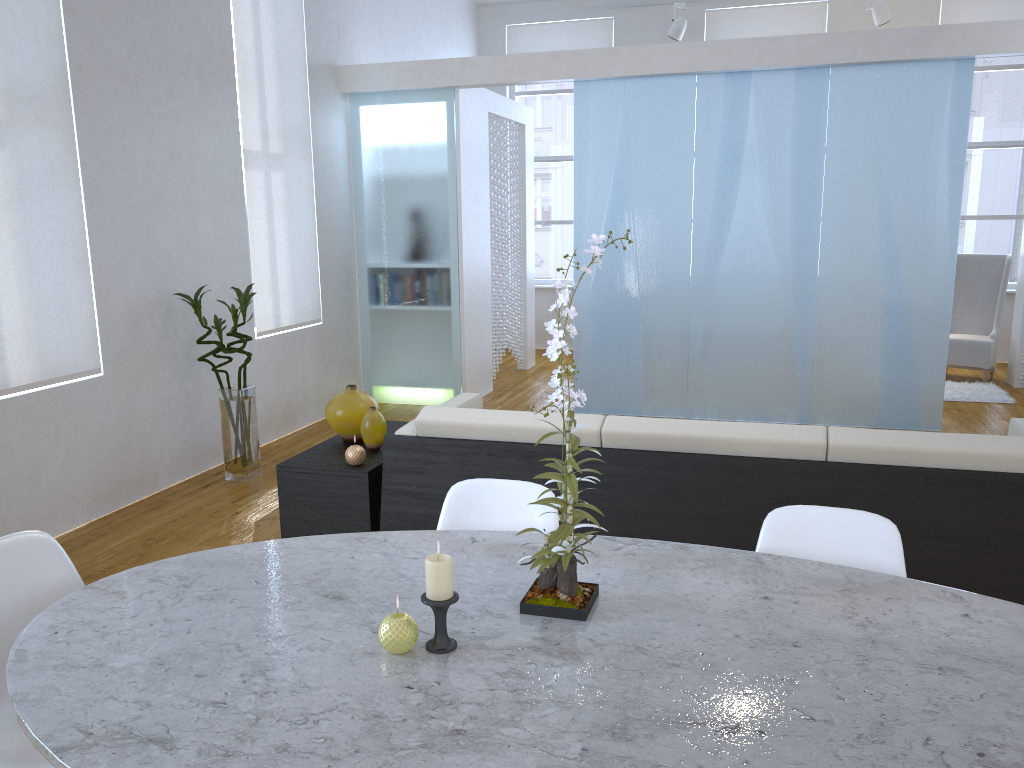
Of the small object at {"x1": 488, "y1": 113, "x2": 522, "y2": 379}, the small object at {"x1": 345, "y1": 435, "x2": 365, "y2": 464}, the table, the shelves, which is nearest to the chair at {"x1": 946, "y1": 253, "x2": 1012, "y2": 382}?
the small object at {"x1": 488, "y1": 113, "x2": 522, "y2": 379}

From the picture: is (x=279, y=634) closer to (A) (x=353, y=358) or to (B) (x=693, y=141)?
(B) (x=693, y=141)

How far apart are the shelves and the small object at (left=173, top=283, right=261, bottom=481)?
1.1m

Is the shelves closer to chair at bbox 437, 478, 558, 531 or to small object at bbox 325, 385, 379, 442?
small object at bbox 325, 385, 379, 442

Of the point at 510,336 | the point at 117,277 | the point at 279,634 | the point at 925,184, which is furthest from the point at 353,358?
the point at 279,634

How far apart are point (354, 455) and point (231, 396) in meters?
1.6

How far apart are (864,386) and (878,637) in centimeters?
430cm

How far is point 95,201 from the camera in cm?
384

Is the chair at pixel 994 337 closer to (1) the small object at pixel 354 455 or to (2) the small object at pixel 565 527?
(1) the small object at pixel 354 455

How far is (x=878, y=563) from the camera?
1.7m
